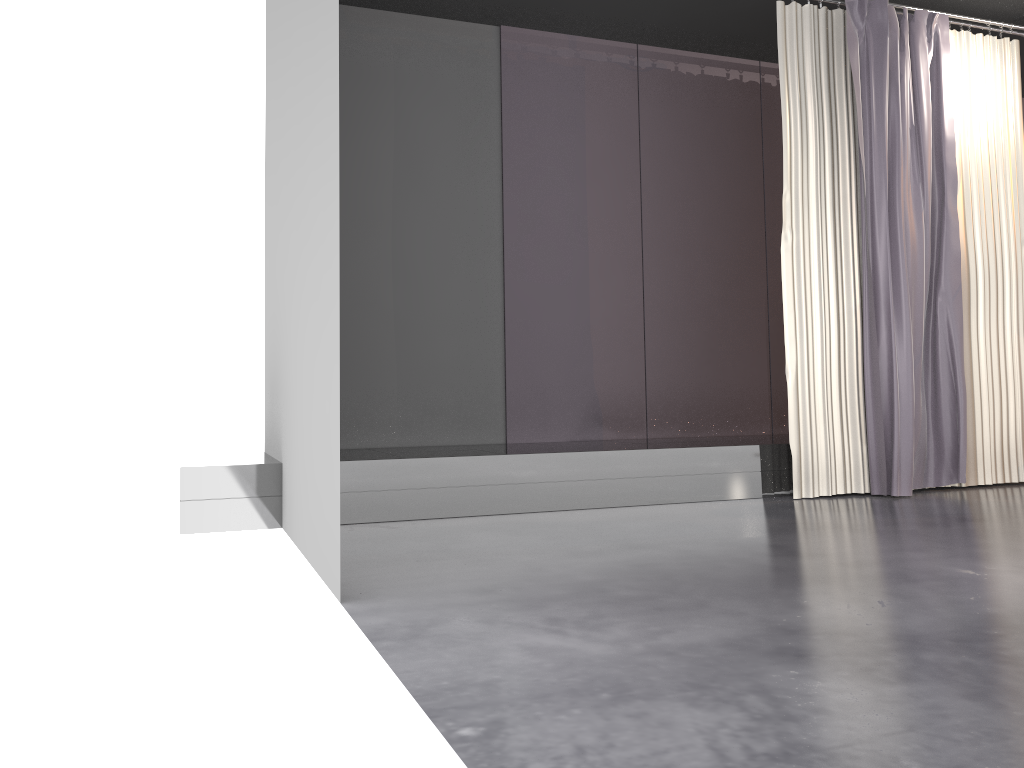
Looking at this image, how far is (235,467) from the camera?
4.07m

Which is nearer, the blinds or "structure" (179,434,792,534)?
"structure" (179,434,792,534)

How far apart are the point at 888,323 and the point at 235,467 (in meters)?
3.59

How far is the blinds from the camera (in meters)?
4.99

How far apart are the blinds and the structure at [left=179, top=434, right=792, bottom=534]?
0.1m

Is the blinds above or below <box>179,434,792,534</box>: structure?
above

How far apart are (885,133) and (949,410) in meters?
1.6

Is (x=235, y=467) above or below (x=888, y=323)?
below
